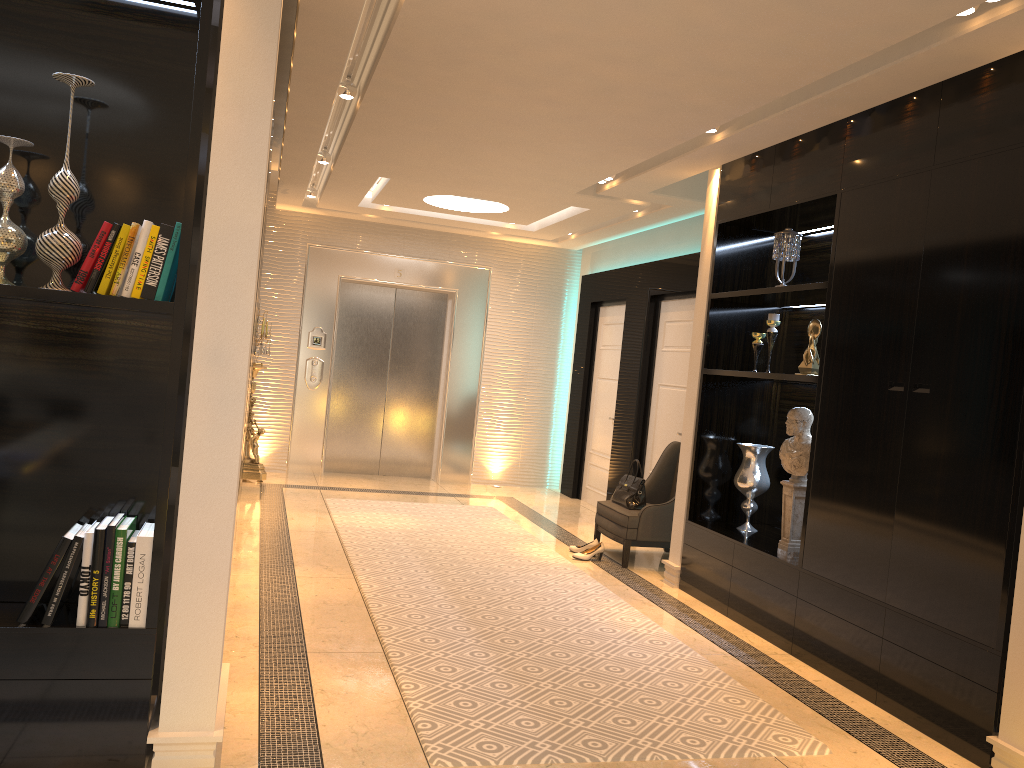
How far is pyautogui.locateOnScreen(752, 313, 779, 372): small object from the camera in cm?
517

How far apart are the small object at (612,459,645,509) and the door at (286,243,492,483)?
3.2 meters

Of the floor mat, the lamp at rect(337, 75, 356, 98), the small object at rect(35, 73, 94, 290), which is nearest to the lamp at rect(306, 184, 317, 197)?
the floor mat

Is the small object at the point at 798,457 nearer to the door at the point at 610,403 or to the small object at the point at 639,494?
the small object at the point at 639,494

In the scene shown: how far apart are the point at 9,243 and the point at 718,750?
2.83m

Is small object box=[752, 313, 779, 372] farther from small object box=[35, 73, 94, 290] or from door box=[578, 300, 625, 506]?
small object box=[35, 73, 94, 290]

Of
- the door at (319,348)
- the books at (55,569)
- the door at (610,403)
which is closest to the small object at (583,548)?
the door at (610,403)

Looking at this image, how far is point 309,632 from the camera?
4.1 meters

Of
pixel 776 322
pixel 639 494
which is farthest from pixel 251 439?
pixel 776 322

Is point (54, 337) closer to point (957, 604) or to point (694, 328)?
point (957, 604)
